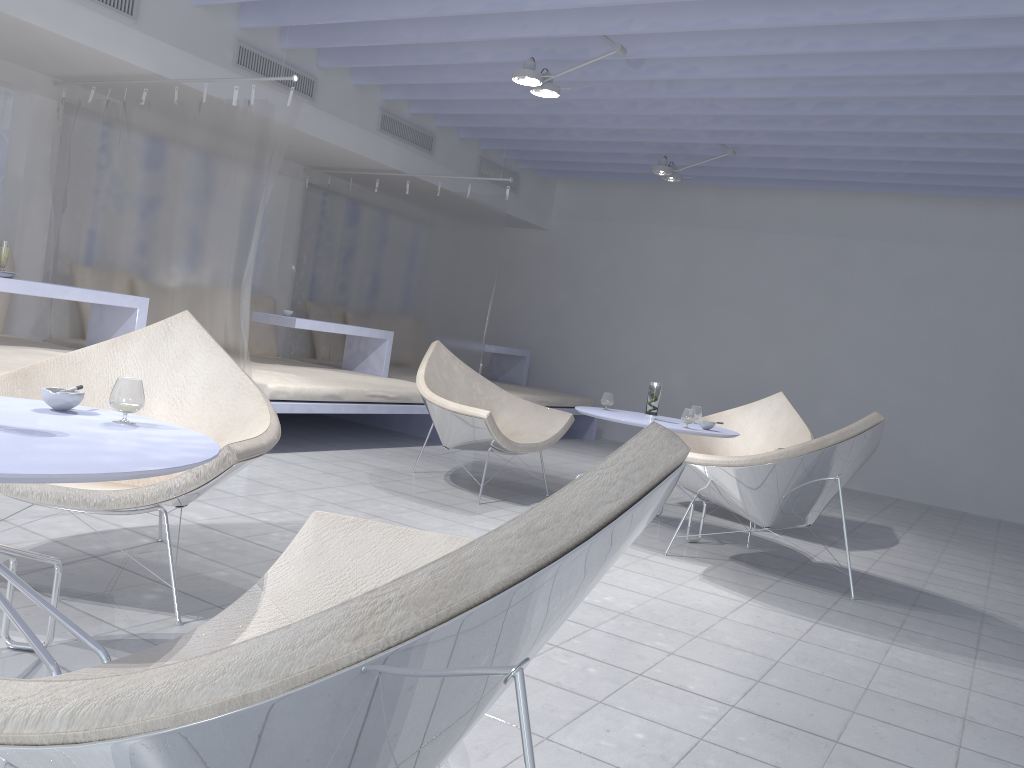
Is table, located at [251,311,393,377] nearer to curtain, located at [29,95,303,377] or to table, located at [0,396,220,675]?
curtain, located at [29,95,303,377]

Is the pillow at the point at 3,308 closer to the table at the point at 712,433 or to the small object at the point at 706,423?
the table at the point at 712,433

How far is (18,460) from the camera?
1.3 meters

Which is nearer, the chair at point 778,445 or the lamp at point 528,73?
the lamp at point 528,73

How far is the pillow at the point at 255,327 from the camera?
7.02m

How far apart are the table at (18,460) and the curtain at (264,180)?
2.7m

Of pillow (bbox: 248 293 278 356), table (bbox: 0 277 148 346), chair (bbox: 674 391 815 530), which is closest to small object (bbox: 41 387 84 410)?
table (bbox: 0 277 148 346)

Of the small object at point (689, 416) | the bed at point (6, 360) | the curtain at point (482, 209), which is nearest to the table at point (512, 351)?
the curtain at point (482, 209)

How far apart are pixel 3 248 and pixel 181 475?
2.9 meters

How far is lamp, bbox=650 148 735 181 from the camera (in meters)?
6.62
